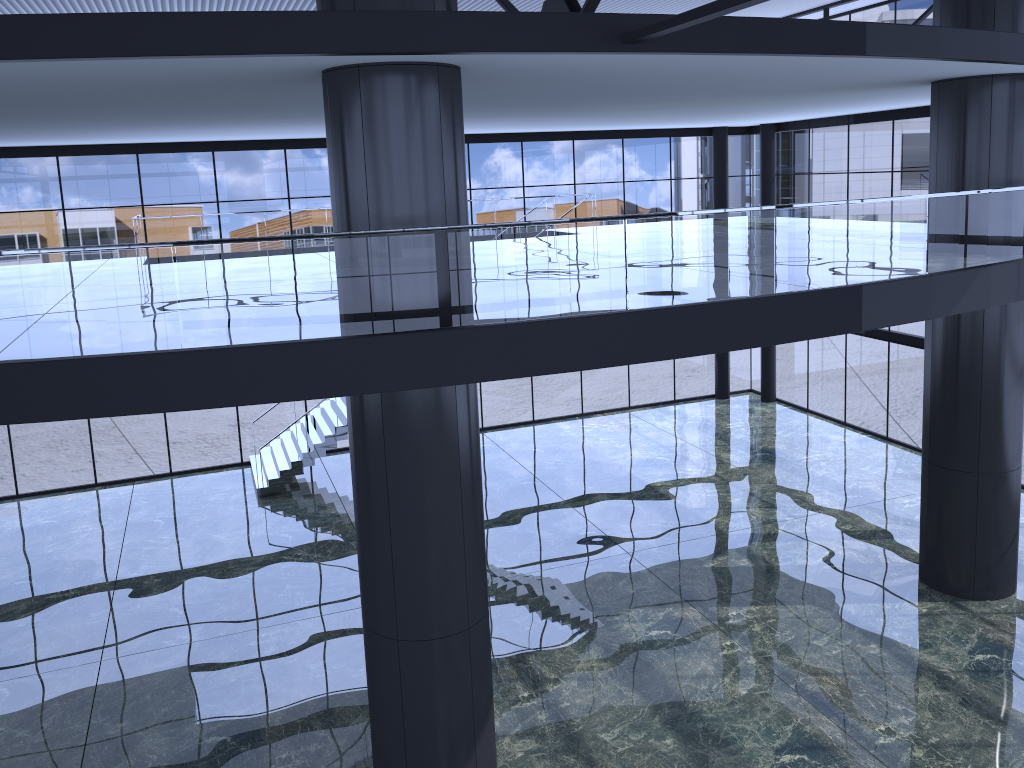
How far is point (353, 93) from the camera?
9.5 meters

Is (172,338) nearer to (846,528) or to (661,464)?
(661,464)
